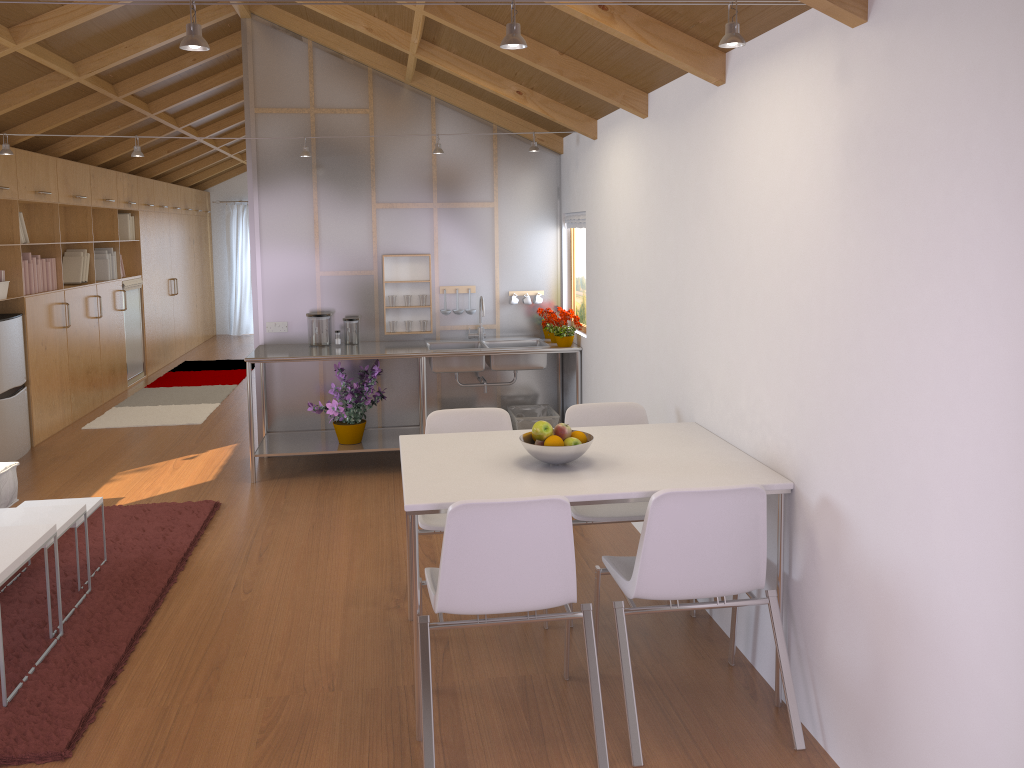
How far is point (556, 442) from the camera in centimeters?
294cm

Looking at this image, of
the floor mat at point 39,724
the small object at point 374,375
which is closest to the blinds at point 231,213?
the small object at point 374,375

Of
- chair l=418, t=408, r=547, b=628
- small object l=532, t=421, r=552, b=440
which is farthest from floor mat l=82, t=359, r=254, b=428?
small object l=532, t=421, r=552, b=440

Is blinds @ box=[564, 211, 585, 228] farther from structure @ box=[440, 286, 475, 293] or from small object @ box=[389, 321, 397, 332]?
small object @ box=[389, 321, 397, 332]

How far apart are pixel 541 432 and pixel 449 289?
3.3 meters

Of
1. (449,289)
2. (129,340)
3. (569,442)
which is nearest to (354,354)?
(449,289)

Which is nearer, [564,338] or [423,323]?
[564,338]

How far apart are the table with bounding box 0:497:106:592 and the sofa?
0.64m

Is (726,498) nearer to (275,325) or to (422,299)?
(422,299)

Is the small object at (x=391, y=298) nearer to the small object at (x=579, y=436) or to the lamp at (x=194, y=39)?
the small object at (x=579, y=436)
